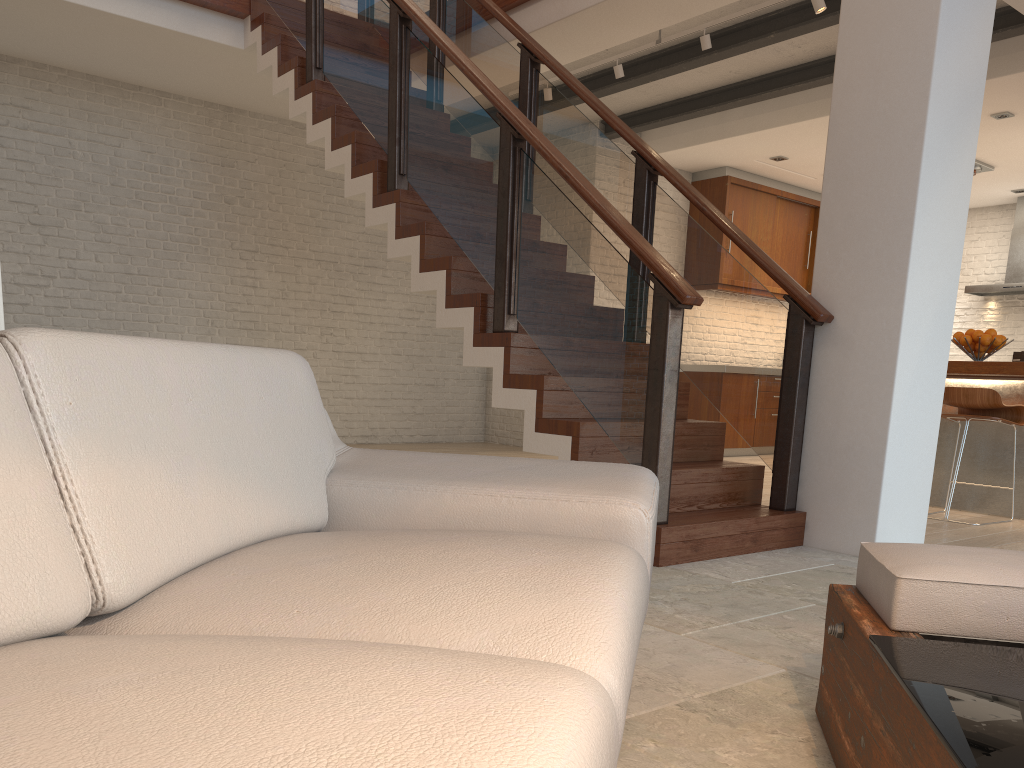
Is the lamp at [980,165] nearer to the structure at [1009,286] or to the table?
the structure at [1009,286]

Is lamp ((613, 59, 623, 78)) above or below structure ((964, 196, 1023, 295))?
above

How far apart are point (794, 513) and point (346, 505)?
2.7m

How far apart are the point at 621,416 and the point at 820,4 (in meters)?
3.03

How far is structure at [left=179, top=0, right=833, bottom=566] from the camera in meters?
3.6 m

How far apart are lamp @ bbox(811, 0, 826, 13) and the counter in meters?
2.2 m

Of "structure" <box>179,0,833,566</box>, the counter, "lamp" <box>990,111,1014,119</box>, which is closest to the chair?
the counter

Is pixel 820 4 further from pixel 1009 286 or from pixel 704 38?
pixel 1009 286

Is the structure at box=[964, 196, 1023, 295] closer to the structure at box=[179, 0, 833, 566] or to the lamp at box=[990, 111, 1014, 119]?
the lamp at box=[990, 111, 1014, 119]

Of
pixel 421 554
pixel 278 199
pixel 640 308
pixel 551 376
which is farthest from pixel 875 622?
pixel 278 199
